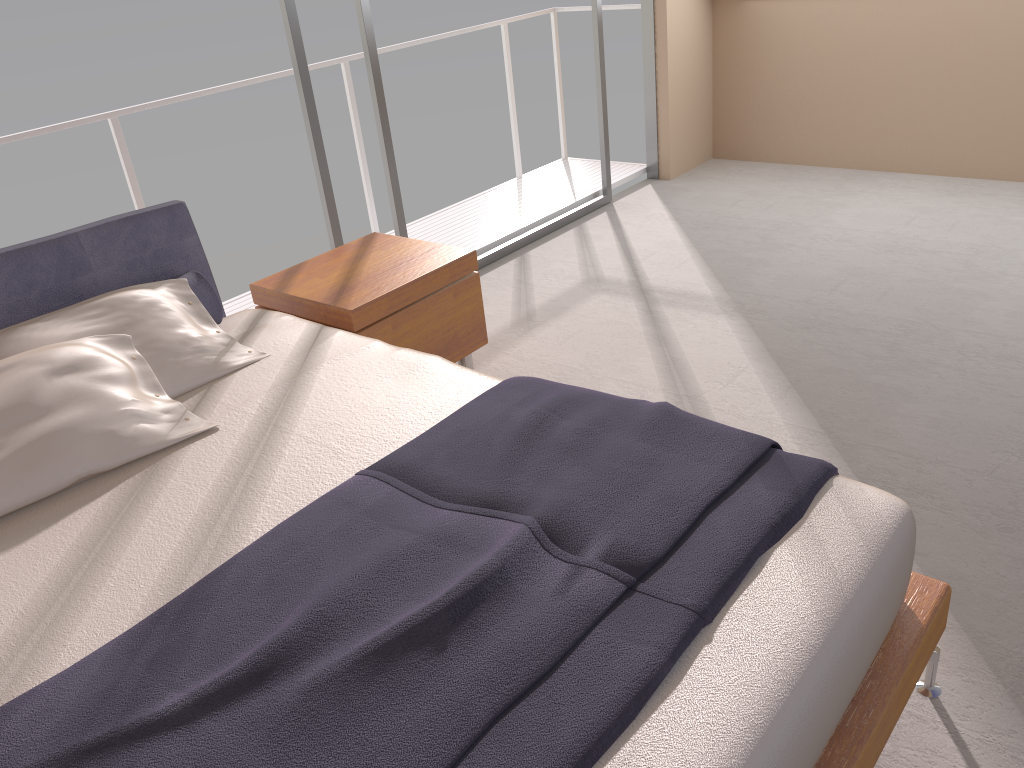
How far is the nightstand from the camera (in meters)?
3.00

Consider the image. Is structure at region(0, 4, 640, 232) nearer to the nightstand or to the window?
the window

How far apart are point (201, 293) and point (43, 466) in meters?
0.9 m

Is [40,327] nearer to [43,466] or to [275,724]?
[43,466]

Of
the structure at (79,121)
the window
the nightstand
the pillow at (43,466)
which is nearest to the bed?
the pillow at (43,466)

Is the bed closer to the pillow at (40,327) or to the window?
the pillow at (40,327)

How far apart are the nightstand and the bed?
0.1m

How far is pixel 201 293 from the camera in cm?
278

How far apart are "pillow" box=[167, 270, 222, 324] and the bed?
0.1 meters

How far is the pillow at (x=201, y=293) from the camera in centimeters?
278cm
